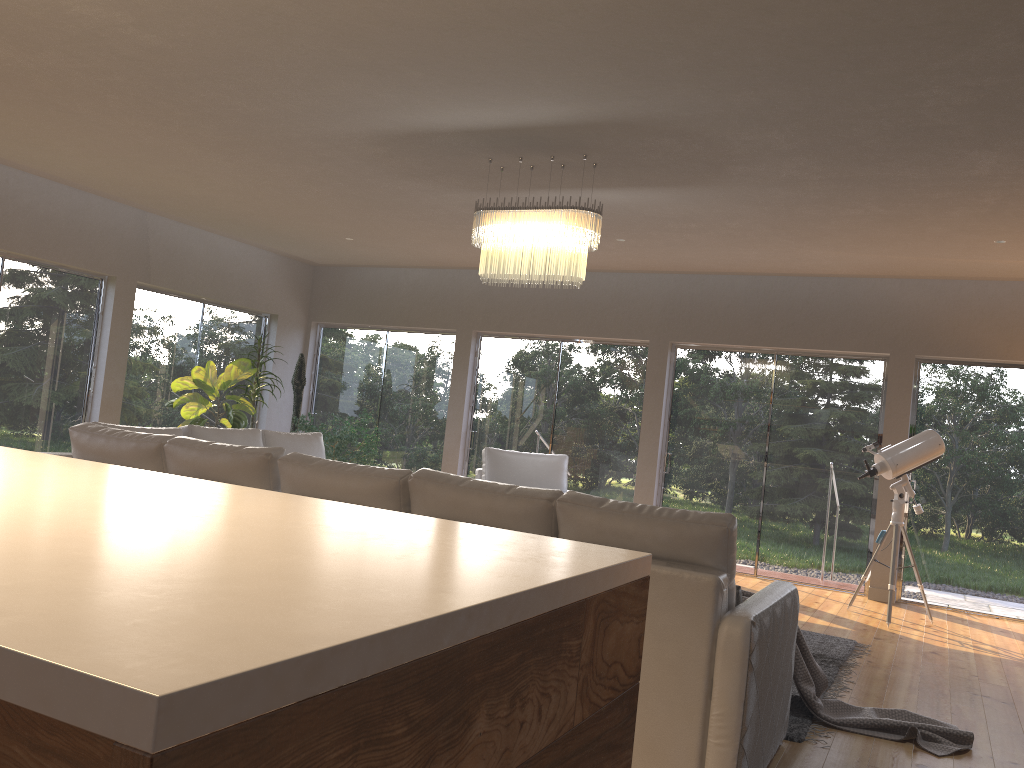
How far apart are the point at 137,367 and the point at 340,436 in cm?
206

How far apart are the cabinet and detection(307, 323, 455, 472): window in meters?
7.6 m

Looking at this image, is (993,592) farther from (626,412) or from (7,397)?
(7,397)

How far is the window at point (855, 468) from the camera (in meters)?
7.92

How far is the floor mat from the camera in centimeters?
380cm

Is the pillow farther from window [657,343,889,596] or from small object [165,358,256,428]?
small object [165,358,256,428]

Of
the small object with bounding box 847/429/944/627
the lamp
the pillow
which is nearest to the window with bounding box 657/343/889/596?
the small object with bounding box 847/429/944/627

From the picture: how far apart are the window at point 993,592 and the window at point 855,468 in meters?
0.3

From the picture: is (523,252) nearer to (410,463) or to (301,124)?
(301,124)

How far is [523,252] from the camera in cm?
515
